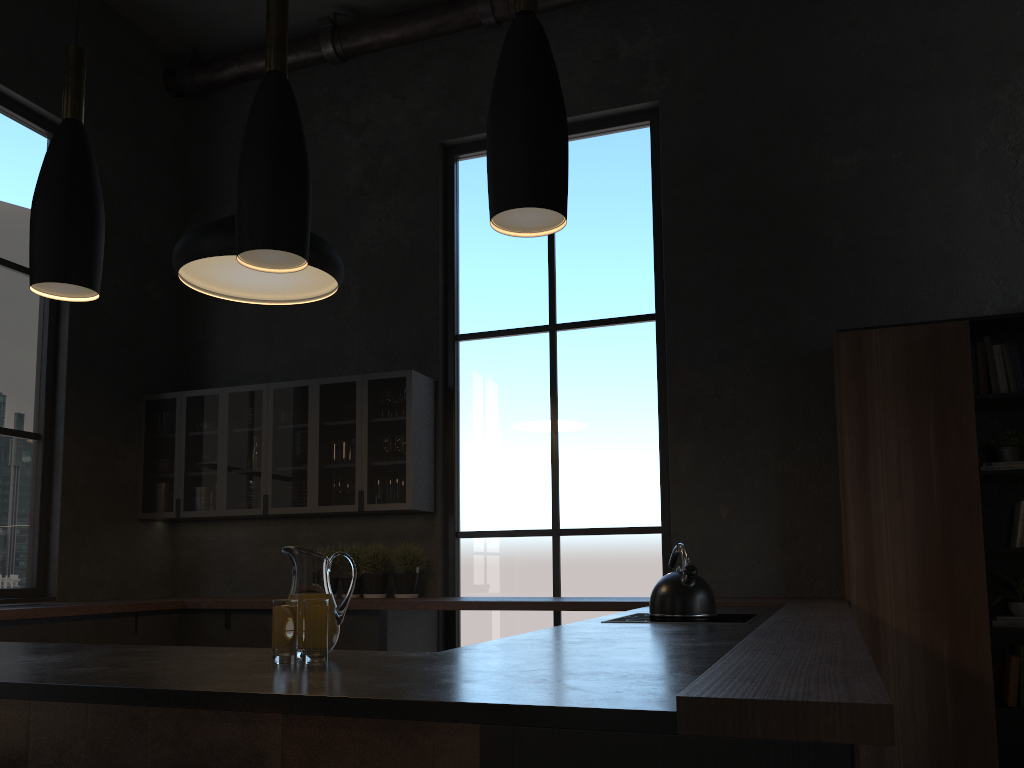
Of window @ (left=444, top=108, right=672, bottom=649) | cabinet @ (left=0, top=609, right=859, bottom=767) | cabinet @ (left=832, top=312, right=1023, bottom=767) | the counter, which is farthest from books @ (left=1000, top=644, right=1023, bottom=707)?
cabinet @ (left=0, top=609, right=859, bottom=767)

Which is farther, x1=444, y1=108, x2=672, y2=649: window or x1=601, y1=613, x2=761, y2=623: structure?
x1=444, y1=108, x2=672, y2=649: window

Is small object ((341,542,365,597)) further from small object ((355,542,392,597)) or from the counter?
the counter

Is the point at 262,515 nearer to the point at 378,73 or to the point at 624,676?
the point at 378,73

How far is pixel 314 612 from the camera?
1.8 meters

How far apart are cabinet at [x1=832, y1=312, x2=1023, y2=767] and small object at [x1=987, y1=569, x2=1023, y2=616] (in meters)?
0.11

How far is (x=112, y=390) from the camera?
5.93m

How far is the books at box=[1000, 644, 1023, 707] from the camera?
4.16m

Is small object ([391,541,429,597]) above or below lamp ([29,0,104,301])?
below

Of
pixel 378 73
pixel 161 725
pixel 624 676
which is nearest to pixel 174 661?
pixel 161 725
